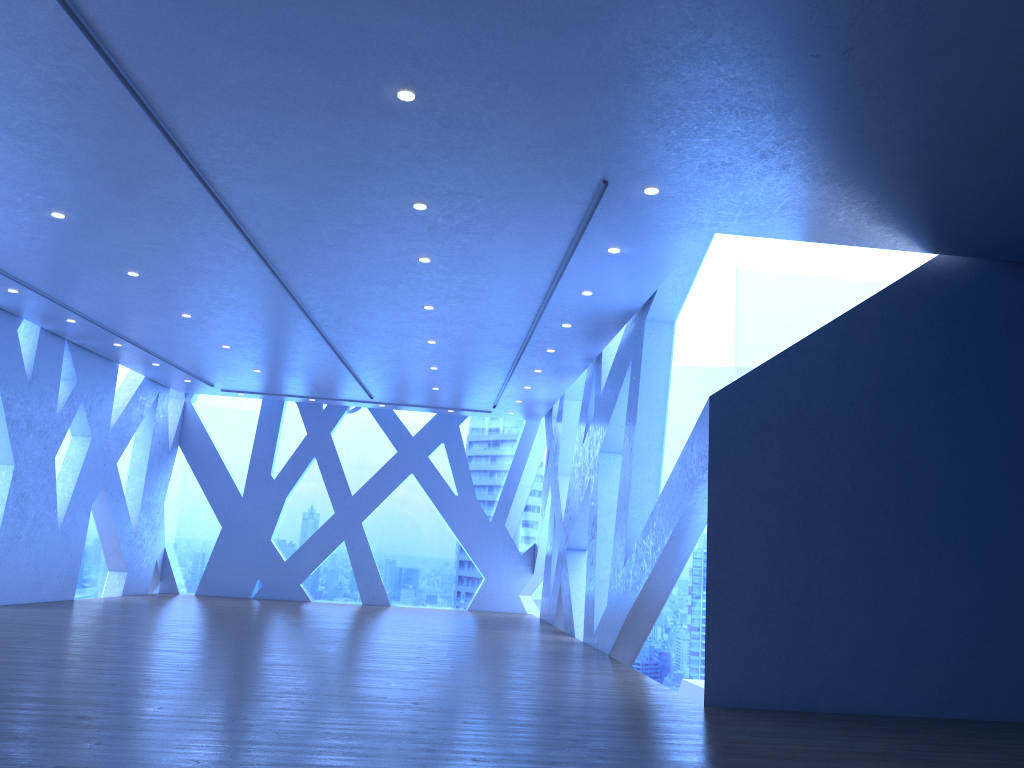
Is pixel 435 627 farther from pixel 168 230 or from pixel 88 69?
pixel 88 69
